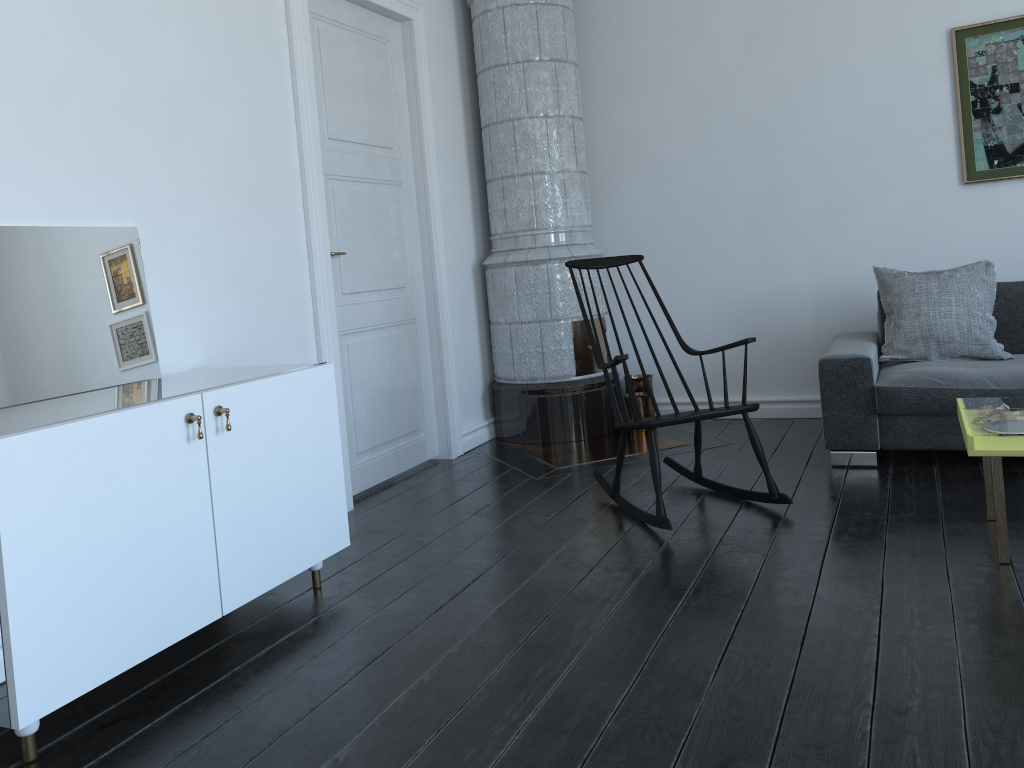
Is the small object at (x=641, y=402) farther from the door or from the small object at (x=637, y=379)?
the door

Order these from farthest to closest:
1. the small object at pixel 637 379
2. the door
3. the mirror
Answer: the small object at pixel 637 379 → the door → the mirror

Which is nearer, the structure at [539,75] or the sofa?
the sofa

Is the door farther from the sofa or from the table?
the table

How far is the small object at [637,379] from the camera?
5.2 meters

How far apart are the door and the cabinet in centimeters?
86cm

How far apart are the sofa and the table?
0.07m

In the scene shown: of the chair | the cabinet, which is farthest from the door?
the chair

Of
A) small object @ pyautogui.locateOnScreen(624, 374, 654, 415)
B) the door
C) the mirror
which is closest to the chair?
the door

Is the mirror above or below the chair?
above
